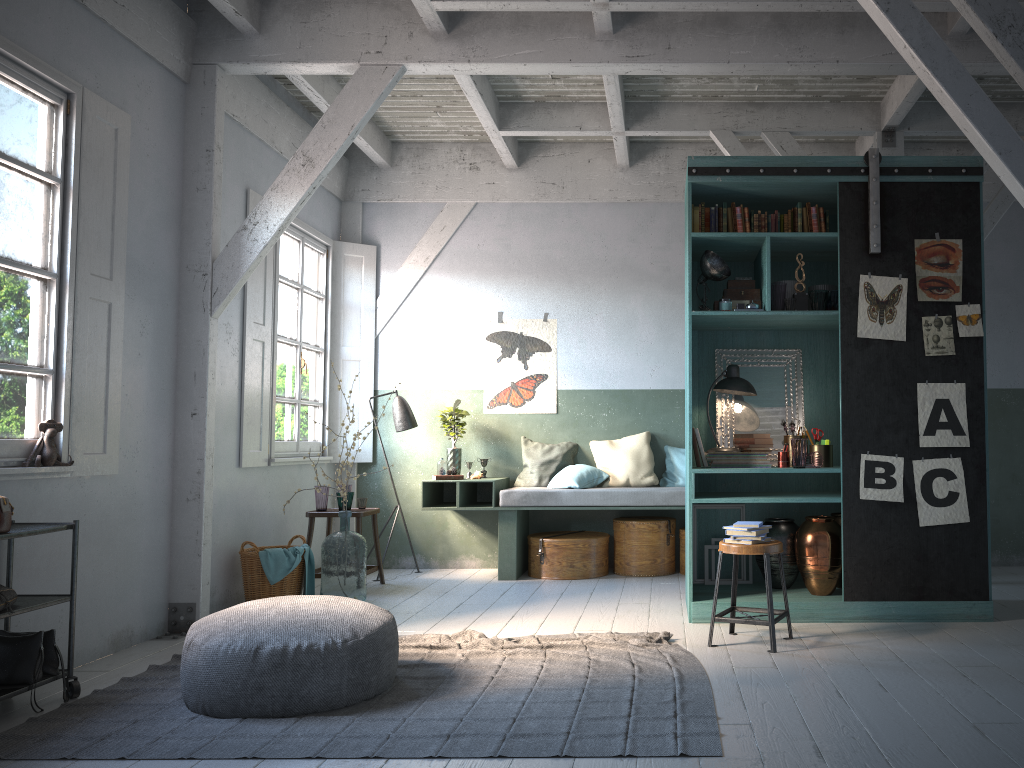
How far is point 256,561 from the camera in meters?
7.0 m

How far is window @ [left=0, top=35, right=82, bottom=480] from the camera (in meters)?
4.89

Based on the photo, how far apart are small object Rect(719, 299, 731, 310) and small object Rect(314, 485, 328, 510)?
3.9 meters

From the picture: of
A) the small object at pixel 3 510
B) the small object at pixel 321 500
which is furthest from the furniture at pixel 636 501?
the small object at pixel 3 510

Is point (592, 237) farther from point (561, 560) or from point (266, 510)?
point (266, 510)

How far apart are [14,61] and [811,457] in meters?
5.5 m

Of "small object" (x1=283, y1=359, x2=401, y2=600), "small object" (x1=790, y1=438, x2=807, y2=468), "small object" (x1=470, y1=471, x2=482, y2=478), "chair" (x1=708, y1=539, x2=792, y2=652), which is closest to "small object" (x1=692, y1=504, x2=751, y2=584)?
"small object" (x1=790, y1=438, x2=807, y2=468)

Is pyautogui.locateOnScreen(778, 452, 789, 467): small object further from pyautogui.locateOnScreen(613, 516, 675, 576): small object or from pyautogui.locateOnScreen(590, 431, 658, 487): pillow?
pyautogui.locateOnScreen(590, 431, 658, 487): pillow

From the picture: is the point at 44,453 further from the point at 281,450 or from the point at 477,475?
the point at 477,475

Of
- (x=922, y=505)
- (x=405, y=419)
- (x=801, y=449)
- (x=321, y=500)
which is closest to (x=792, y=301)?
(x=801, y=449)
